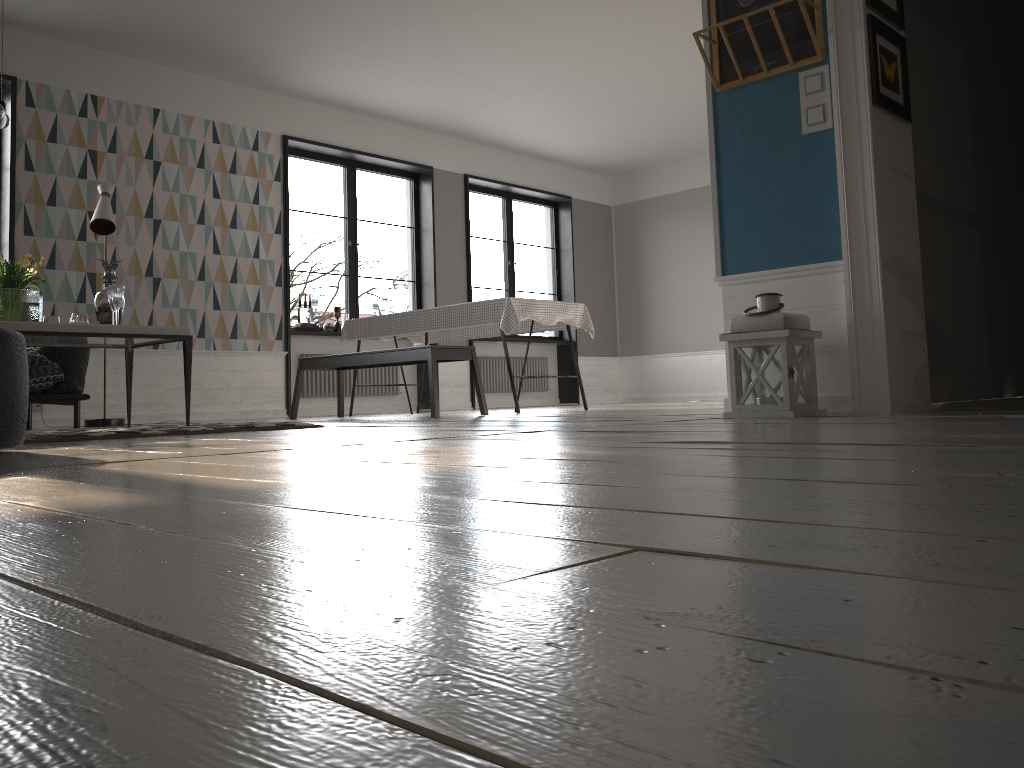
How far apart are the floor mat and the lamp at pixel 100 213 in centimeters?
202cm

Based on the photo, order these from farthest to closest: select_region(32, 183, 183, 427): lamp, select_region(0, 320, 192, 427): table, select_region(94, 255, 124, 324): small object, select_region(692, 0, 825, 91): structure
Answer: select_region(32, 183, 183, 427): lamp, select_region(94, 255, 124, 324): small object, select_region(0, 320, 192, 427): table, select_region(692, 0, 825, 91): structure

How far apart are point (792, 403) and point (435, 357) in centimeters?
280cm

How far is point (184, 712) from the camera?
0.3 meters

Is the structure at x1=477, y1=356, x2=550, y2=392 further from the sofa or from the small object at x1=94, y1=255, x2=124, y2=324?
the small object at x1=94, y1=255, x2=124, y2=324

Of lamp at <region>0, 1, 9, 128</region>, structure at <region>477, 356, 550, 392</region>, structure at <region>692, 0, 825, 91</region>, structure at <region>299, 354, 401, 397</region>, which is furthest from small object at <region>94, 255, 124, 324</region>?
structure at <region>477, 356, 550, 392</region>

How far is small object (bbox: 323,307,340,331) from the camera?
8.5 meters

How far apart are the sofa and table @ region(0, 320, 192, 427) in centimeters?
58cm

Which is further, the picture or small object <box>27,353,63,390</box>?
small object <box>27,353,63,390</box>

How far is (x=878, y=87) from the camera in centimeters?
336cm
